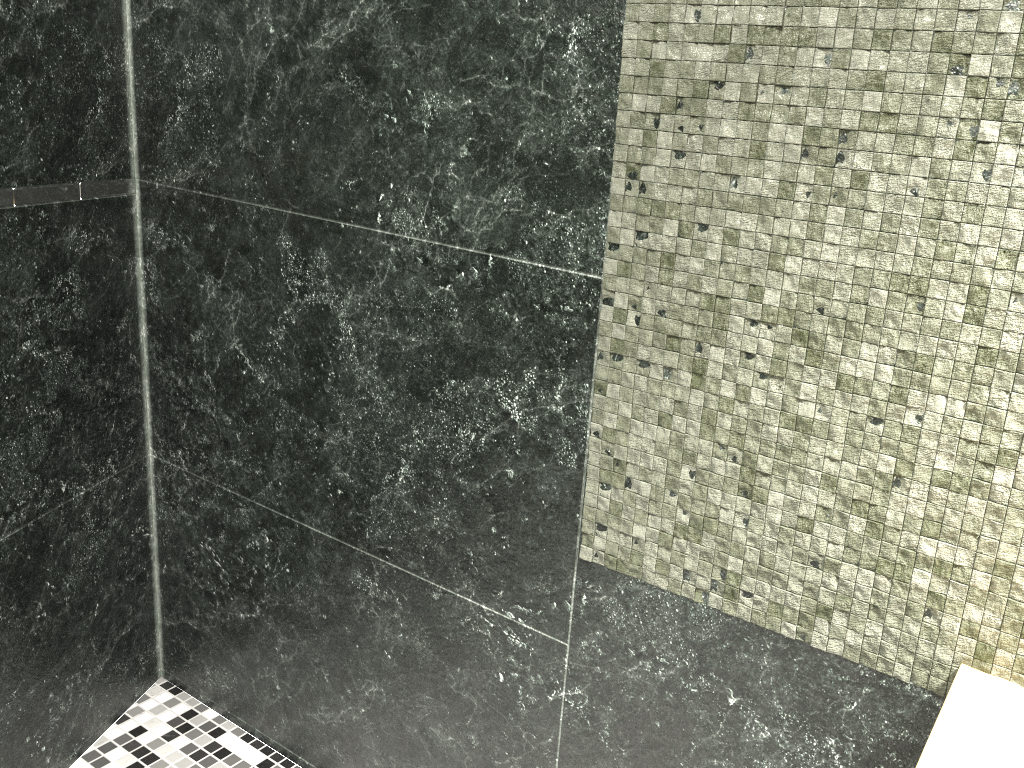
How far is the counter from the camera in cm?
80

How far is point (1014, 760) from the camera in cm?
80

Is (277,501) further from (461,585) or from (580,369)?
(580,369)

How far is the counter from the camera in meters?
0.8 m
